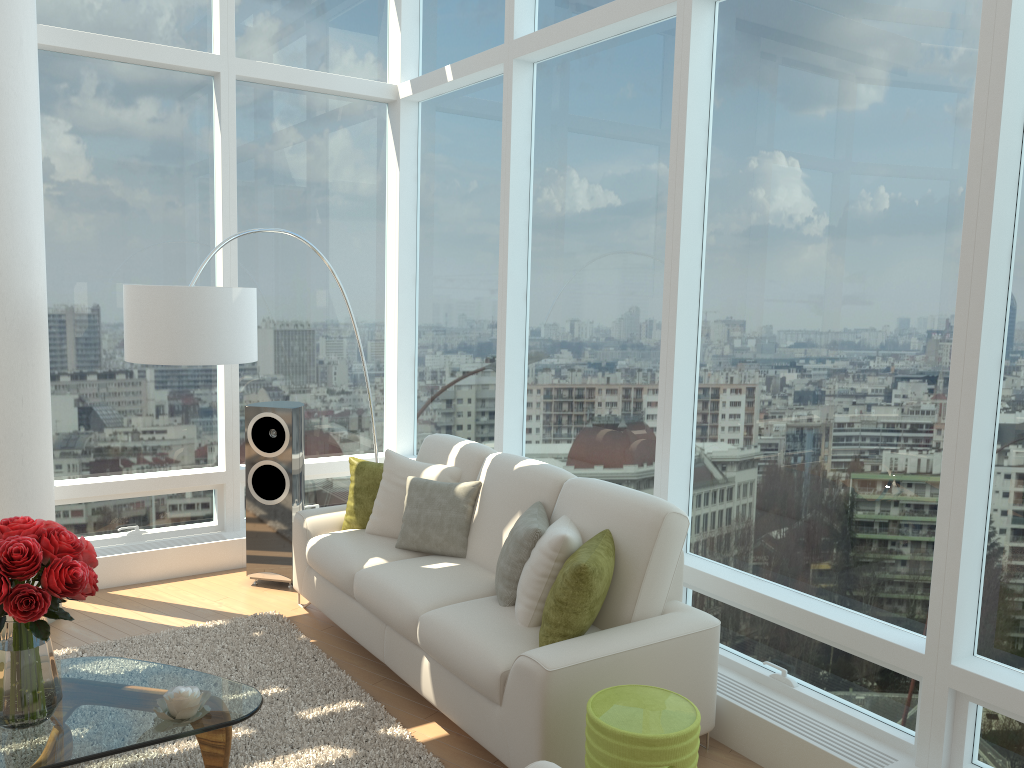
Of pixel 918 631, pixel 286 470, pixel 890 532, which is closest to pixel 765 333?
pixel 890 532

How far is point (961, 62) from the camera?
3.2 meters

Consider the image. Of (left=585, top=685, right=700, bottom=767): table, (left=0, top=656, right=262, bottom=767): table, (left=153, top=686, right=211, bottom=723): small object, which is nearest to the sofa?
(left=585, top=685, right=700, bottom=767): table

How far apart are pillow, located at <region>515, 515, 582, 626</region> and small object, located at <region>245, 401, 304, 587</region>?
2.18m

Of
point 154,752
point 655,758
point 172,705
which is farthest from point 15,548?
point 655,758

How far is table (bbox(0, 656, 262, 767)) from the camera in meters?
2.9

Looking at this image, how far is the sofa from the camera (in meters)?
3.27

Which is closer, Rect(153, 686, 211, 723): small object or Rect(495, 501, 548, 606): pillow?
Rect(153, 686, 211, 723): small object

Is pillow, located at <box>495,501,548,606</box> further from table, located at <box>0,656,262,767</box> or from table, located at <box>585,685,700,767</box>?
table, located at <box>0,656,262,767</box>

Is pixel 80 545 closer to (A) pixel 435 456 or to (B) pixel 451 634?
(B) pixel 451 634
